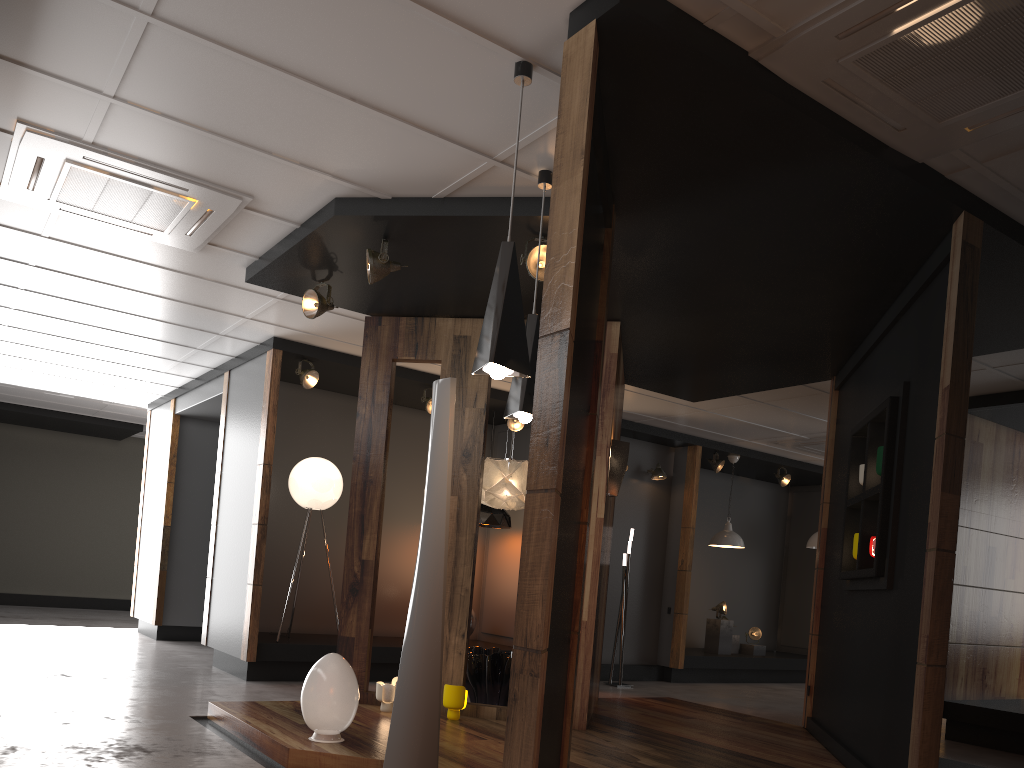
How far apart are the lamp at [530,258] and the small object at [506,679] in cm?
293

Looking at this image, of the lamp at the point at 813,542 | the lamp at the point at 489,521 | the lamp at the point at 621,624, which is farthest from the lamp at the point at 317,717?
the lamp at the point at 813,542

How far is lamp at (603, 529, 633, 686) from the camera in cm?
941

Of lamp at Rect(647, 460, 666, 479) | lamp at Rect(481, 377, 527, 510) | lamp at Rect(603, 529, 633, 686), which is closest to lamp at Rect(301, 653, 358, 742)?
lamp at Rect(481, 377, 527, 510)

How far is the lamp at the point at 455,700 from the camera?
5.49m

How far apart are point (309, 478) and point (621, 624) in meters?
3.8

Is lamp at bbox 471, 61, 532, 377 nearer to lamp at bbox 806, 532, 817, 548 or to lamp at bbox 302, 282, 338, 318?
lamp at bbox 302, 282, 338, 318

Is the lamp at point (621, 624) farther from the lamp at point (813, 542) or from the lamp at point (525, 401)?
the lamp at point (525, 401)

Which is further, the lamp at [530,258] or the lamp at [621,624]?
the lamp at [621,624]

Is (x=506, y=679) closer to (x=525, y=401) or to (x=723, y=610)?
(x=525, y=401)
